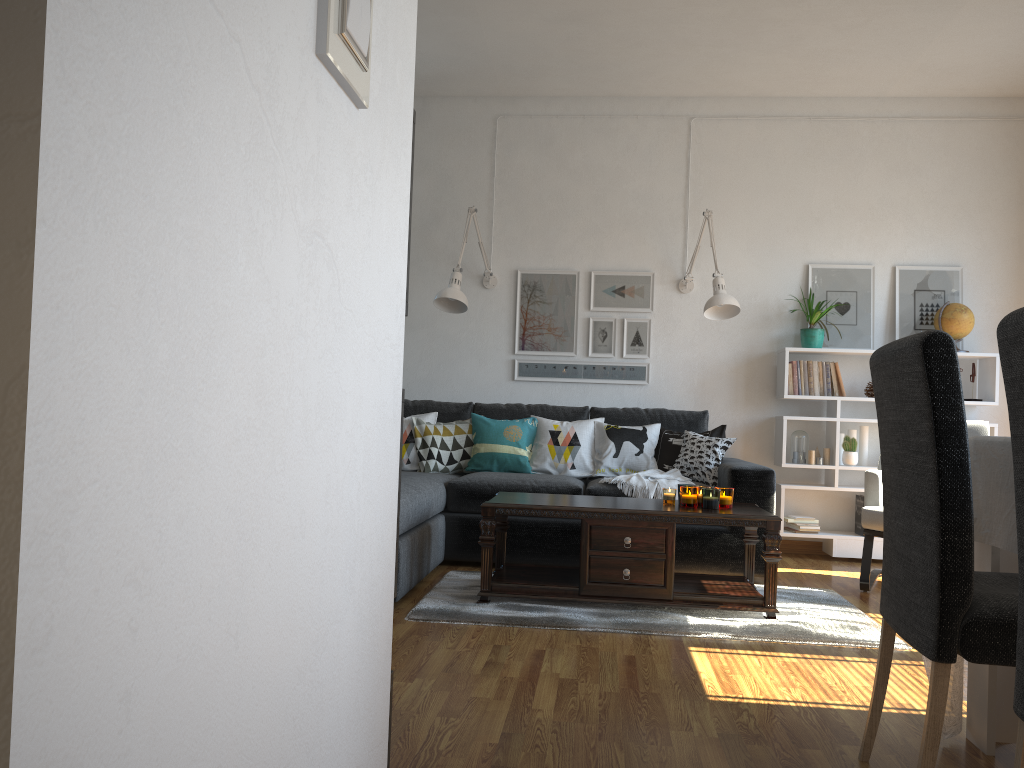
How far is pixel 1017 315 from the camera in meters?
1.3

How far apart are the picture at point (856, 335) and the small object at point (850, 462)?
0.6 meters

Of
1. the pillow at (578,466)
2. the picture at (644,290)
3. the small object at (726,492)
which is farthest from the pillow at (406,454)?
the small object at (726,492)

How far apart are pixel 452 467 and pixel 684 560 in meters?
1.4 m

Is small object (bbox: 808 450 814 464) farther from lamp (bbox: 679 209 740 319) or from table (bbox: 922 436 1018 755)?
table (bbox: 922 436 1018 755)

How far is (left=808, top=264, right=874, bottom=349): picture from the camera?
5.3 meters

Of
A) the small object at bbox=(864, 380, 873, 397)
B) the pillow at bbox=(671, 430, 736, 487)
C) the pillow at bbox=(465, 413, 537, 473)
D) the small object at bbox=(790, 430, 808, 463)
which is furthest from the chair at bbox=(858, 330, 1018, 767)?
the small object at bbox=(864, 380, 873, 397)

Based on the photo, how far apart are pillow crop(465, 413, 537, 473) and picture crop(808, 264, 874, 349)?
1.8 meters

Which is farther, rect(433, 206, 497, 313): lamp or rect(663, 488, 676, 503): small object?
rect(433, 206, 497, 313): lamp

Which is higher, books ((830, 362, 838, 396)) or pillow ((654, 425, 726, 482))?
books ((830, 362, 838, 396))
